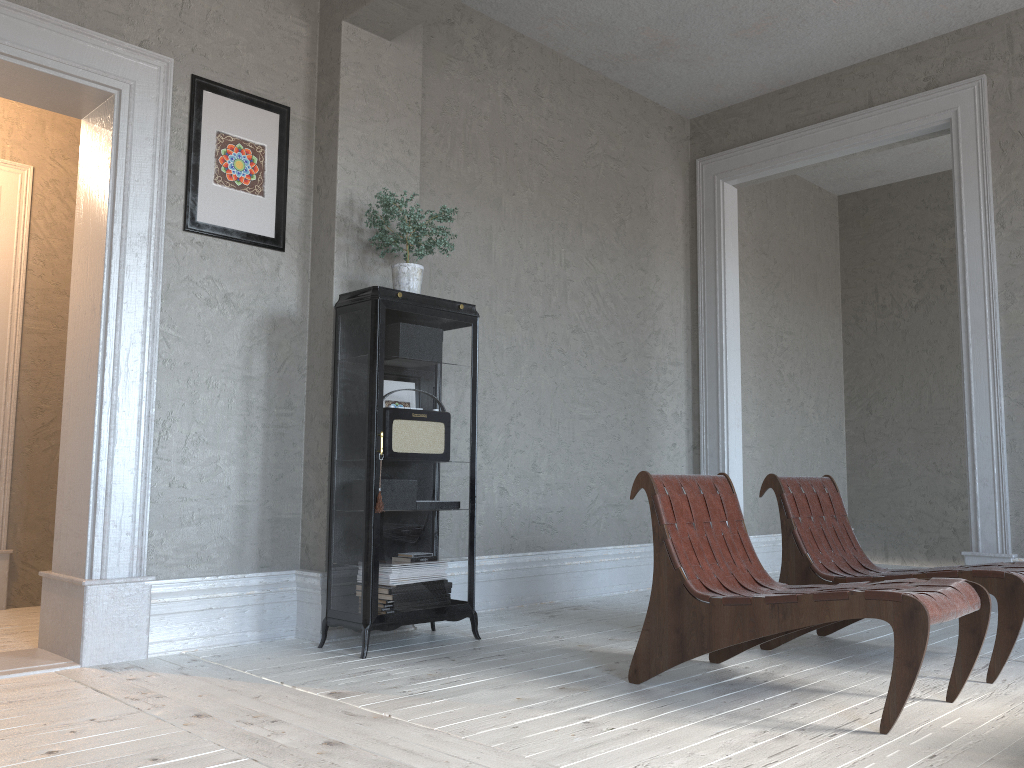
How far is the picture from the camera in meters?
3.8

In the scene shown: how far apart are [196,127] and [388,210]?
0.9m

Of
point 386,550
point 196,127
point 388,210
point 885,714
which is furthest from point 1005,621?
point 196,127

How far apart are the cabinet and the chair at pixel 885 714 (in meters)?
1.00

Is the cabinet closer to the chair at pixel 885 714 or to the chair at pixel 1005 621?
the chair at pixel 885 714

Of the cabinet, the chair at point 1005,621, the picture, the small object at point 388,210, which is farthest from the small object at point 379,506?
the chair at point 1005,621

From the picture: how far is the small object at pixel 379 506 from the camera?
3.49m

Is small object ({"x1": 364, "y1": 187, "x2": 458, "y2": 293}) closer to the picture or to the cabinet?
the cabinet

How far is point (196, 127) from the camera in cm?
376

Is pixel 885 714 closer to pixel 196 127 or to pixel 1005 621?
pixel 1005 621
